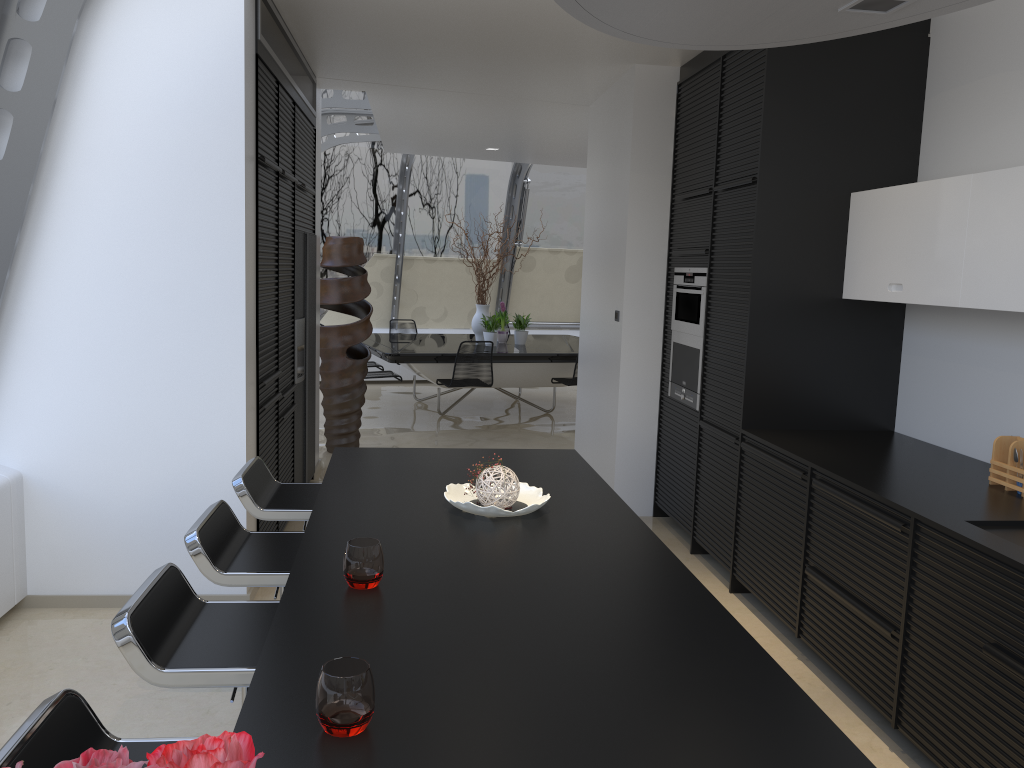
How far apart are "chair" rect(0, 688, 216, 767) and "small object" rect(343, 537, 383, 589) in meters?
0.5 m

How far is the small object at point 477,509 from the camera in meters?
2.7

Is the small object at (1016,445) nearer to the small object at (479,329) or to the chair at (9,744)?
the chair at (9,744)

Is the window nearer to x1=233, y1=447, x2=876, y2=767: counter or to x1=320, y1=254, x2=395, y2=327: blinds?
x1=320, y1=254, x2=395, y2=327: blinds

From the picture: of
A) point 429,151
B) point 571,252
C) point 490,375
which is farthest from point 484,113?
point 571,252

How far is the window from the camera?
3.7m

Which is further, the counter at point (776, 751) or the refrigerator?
the refrigerator

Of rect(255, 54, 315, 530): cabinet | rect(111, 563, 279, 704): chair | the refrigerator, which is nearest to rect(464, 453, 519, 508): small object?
rect(111, 563, 279, 704): chair

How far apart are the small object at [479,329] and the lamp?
8.75m

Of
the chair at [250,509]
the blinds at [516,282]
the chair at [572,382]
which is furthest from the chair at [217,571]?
the blinds at [516,282]
